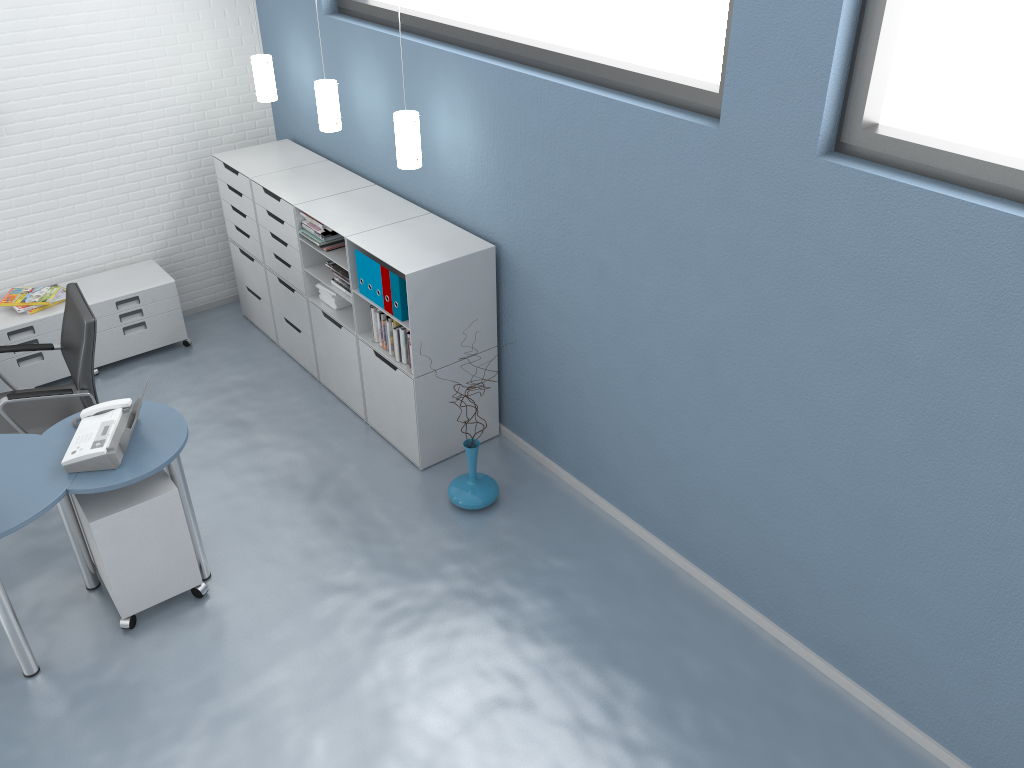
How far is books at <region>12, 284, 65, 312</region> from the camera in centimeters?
520cm

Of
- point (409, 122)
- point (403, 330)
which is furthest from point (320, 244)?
point (409, 122)

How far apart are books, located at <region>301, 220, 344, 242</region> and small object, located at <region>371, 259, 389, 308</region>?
0.6m

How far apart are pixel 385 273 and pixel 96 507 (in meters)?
1.65

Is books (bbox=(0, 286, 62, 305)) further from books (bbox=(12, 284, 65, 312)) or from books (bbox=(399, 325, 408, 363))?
books (bbox=(399, 325, 408, 363))

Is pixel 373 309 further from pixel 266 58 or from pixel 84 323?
pixel 266 58

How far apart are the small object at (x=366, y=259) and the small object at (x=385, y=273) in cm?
15

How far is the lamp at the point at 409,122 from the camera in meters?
4.2

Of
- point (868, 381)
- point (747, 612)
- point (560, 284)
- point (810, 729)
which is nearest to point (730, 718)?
point (810, 729)

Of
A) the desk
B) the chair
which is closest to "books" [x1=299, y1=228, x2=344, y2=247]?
the chair
